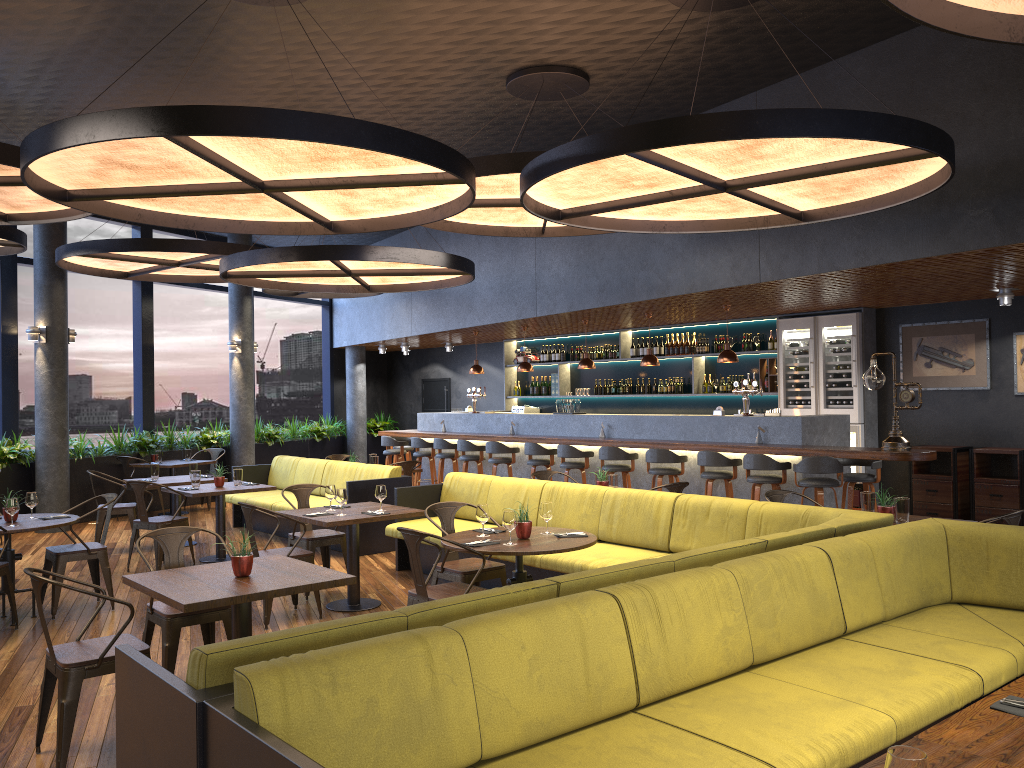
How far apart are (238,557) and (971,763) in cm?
350

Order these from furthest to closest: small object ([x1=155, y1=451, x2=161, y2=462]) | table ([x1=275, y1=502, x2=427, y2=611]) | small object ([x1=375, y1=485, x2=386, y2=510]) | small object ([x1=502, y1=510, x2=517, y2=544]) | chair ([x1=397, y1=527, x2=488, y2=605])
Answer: small object ([x1=155, y1=451, x2=161, y2=462]), small object ([x1=375, y1=485, x2=386, y2=510]), table ([x1=275, y1=502, x2=427, y2=611]), small object ([x1=502, y1=510, x2=517, y2=544]), chair ([x1=397, y1=527, x2=488, y2=605])

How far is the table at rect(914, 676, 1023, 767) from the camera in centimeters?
226cm

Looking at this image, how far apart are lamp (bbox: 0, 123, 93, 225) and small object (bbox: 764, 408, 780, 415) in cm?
729

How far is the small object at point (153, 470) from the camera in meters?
10.3

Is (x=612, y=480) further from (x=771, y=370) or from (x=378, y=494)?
(x=771, y=370)

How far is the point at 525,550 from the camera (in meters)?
5.27

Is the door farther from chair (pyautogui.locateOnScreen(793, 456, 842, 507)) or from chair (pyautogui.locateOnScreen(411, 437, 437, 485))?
chair (pyautogui.locateOnScreen(793, 456, 842, 507))

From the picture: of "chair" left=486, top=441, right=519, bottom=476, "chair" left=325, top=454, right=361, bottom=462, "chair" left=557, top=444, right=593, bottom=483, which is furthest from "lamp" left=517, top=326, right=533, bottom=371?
"chair" left=325, top=454, right=361, bottom=462

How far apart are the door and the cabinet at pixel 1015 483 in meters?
10.5
